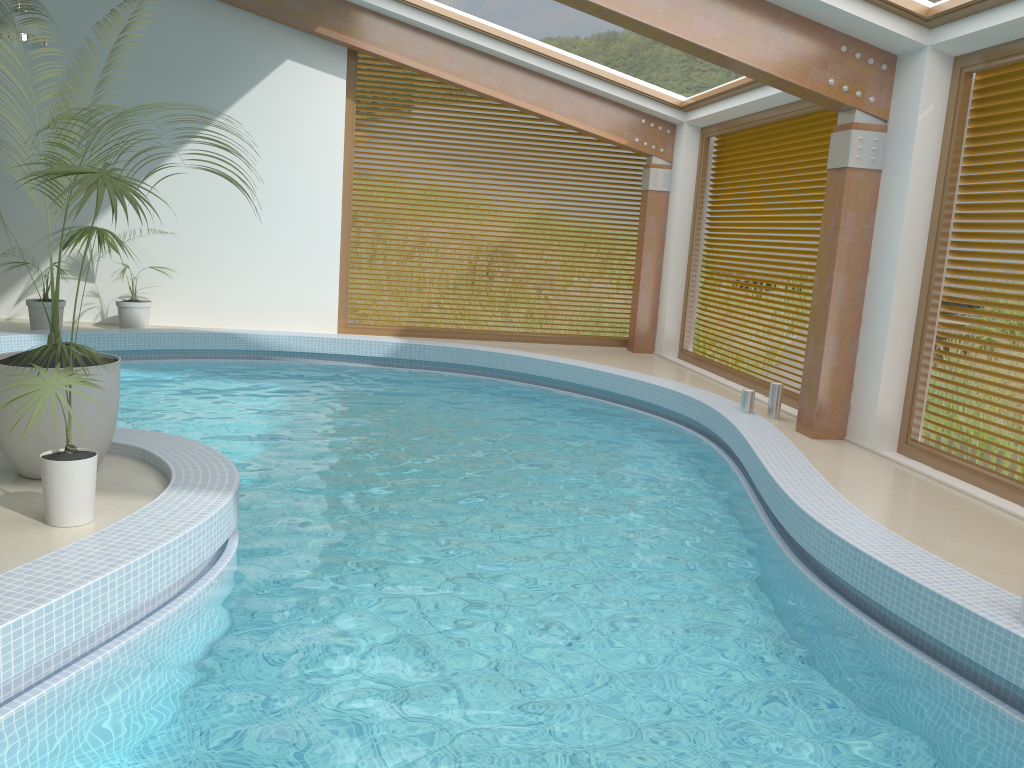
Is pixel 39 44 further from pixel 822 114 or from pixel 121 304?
pixel 822 114

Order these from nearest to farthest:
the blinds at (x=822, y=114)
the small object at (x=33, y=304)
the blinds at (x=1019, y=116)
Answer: the blinds at (x=1019, y=116), the blinds at (x=822, y=114), the small object at (x=33, y=304)

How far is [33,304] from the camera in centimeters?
1007cm

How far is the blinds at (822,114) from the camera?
9.0m

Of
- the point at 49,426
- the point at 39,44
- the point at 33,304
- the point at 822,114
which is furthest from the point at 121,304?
the point at 822,114

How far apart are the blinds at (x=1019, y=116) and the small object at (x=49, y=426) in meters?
5.8 m

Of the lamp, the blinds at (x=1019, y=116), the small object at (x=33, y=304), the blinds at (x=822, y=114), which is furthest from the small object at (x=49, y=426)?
the blinds at (x=822, y=114)

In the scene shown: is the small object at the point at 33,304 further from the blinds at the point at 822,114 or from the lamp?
the blinds at the point at 822,114

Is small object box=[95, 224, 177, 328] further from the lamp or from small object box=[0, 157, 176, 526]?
small object box=[0, 157, 176, 526]

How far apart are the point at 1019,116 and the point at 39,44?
8.3m
